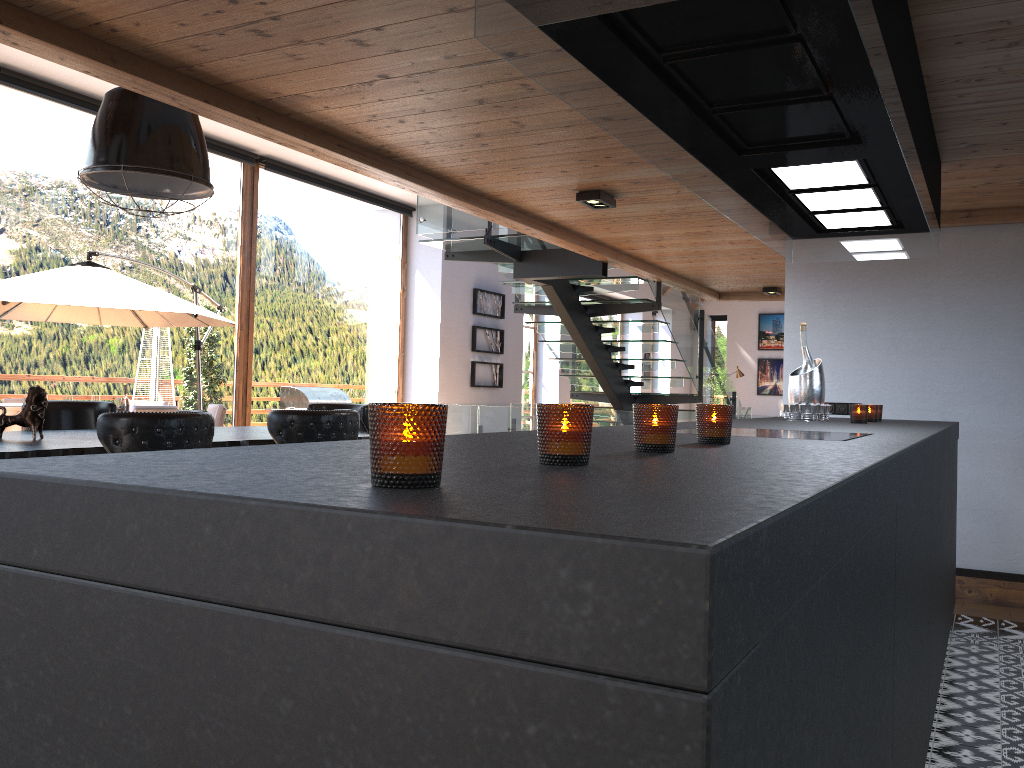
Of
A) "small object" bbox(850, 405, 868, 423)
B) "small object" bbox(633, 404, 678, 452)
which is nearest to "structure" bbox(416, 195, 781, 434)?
"small object" bbox(850, 405, 868, 423)

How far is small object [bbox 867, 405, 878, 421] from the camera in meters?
4.2

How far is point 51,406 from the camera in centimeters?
506cm

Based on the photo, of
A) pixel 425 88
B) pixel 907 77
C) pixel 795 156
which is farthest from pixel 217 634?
pixel 425 88

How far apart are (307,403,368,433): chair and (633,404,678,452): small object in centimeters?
434cm

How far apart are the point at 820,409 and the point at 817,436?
1.8 meters

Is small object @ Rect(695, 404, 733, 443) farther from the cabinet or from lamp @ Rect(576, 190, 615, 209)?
lamp @ Rect(576, 190, 615, 209)

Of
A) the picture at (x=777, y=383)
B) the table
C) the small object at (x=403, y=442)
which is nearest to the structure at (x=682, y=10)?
the small object at (x=403, y=442)

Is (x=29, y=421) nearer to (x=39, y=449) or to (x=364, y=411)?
(x=39, y=449)

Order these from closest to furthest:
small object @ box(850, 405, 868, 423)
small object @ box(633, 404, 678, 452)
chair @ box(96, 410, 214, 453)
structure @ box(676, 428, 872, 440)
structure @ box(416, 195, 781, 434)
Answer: small object @ box(633, 404, 678, 452)
structure @ box(676, 428, 872, 440)
chair @ box(96, 410, 214, 453)
small object @ box(850, 405, 868, 423)
structure @ box(416, 195, 781, 434)
